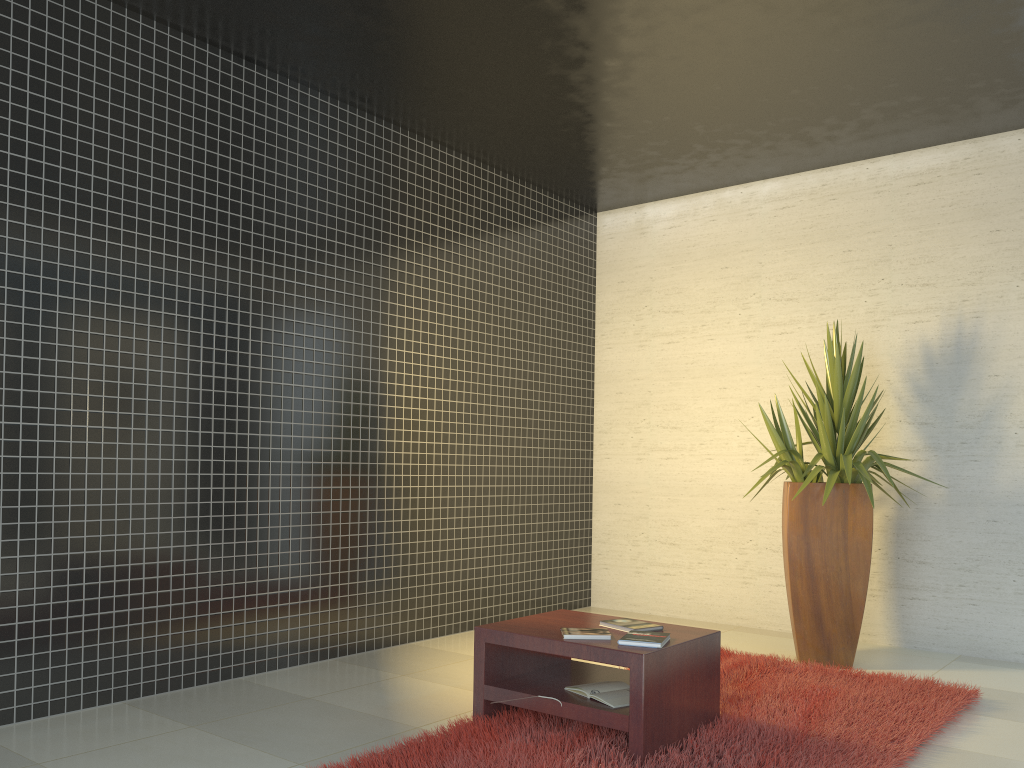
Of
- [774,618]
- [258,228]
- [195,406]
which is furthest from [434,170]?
[774,618]

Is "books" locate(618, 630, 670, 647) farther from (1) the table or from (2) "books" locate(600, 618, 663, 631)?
(2) "books" locate(600, 618, 663, 631)

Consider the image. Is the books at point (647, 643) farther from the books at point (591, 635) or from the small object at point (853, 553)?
the small object at point (853, 553)

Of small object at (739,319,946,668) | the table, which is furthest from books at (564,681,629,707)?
small object at (739,319,946,668)

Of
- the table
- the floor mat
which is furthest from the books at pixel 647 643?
the floor mat

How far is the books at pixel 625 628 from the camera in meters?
3.7 m

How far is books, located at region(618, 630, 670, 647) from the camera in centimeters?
338cm

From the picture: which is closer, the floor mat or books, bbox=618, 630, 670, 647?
the floor mat

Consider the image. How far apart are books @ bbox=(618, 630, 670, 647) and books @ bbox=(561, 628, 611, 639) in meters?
0.1

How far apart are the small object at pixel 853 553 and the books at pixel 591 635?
1.8 meters
